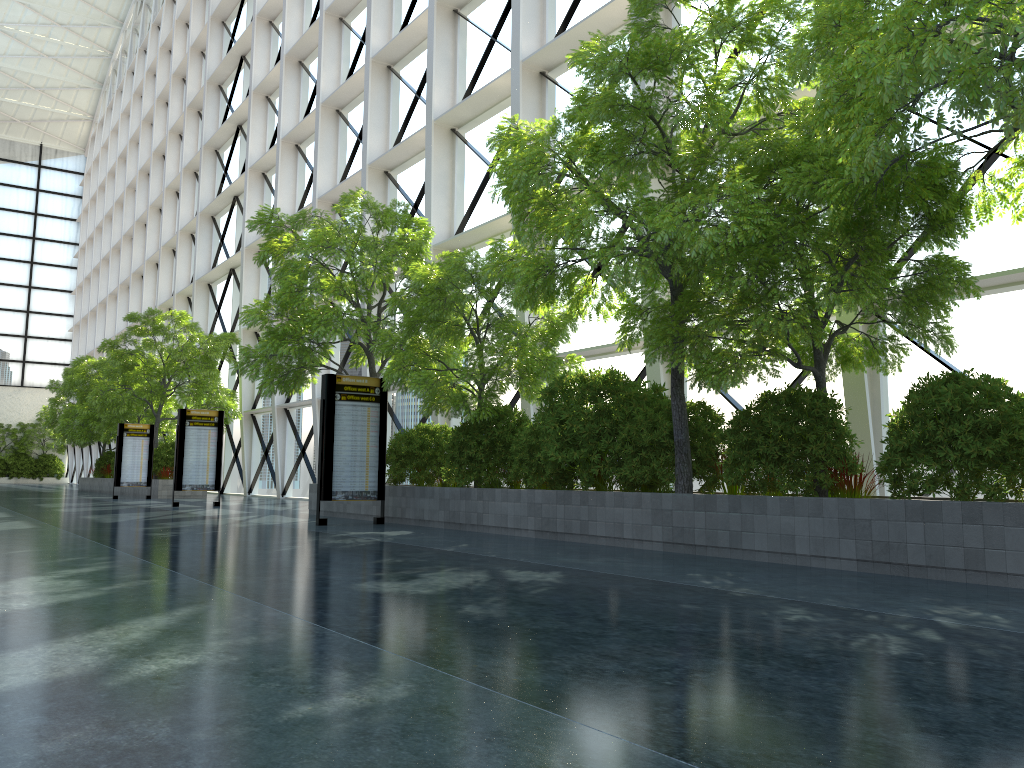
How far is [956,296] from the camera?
8.67m
